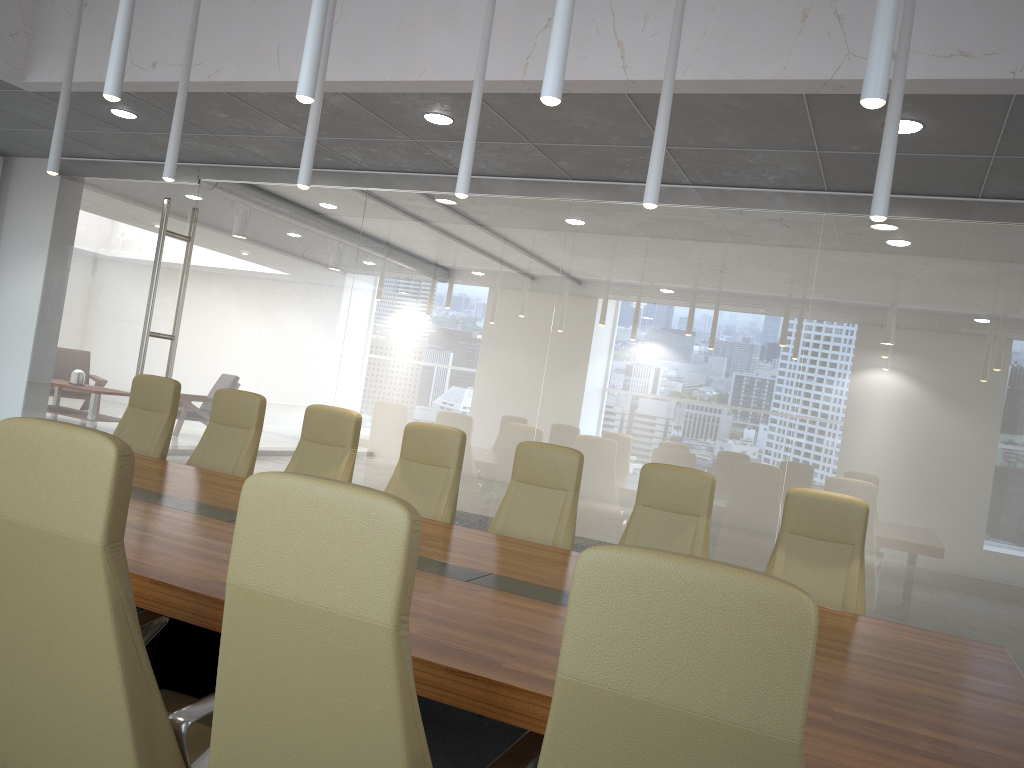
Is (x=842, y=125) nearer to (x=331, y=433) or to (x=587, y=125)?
(x=587, y=125)

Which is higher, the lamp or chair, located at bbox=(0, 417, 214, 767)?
the lamp

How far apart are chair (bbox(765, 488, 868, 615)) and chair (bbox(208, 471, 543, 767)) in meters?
2.7

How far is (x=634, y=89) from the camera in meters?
5.1 m

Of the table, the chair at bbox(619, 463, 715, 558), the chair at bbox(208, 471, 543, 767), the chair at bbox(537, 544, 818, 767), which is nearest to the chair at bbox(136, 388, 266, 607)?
the table

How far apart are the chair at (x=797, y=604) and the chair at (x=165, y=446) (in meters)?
5.45

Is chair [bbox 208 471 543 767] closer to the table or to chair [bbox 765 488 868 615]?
the table

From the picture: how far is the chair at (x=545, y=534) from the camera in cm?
525

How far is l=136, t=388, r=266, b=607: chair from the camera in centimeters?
620cm

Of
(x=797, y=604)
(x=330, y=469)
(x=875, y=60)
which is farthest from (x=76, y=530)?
(x=330, y=469)
